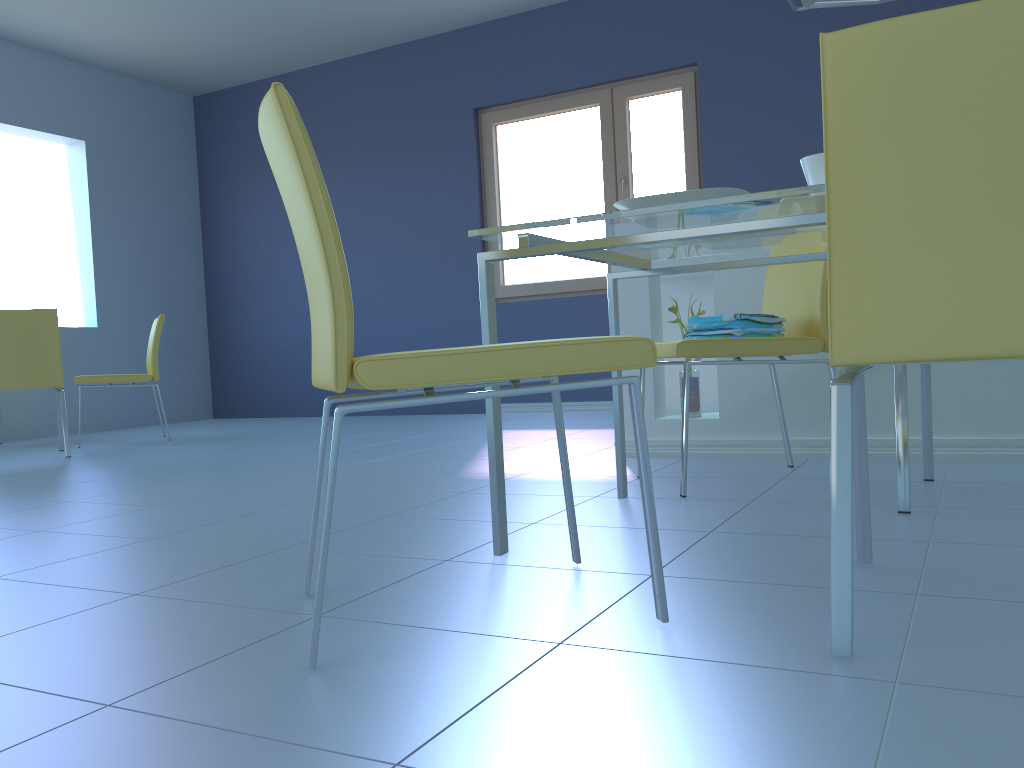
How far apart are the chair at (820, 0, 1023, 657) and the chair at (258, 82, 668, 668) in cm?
22

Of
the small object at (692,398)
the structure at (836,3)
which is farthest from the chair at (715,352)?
the structure at (836,3)

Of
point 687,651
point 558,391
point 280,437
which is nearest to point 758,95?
point 280,437

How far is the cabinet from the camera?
2.50m

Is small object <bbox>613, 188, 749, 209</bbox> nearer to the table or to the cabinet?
the table

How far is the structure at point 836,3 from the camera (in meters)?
3.18

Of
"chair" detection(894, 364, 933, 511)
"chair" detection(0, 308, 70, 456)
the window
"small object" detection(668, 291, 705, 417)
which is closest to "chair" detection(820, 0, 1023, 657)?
"chair" detection(894, 364, 933, 511)

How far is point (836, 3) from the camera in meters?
3.2 m

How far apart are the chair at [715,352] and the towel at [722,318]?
0.07m

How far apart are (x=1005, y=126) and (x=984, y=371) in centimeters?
180cm
